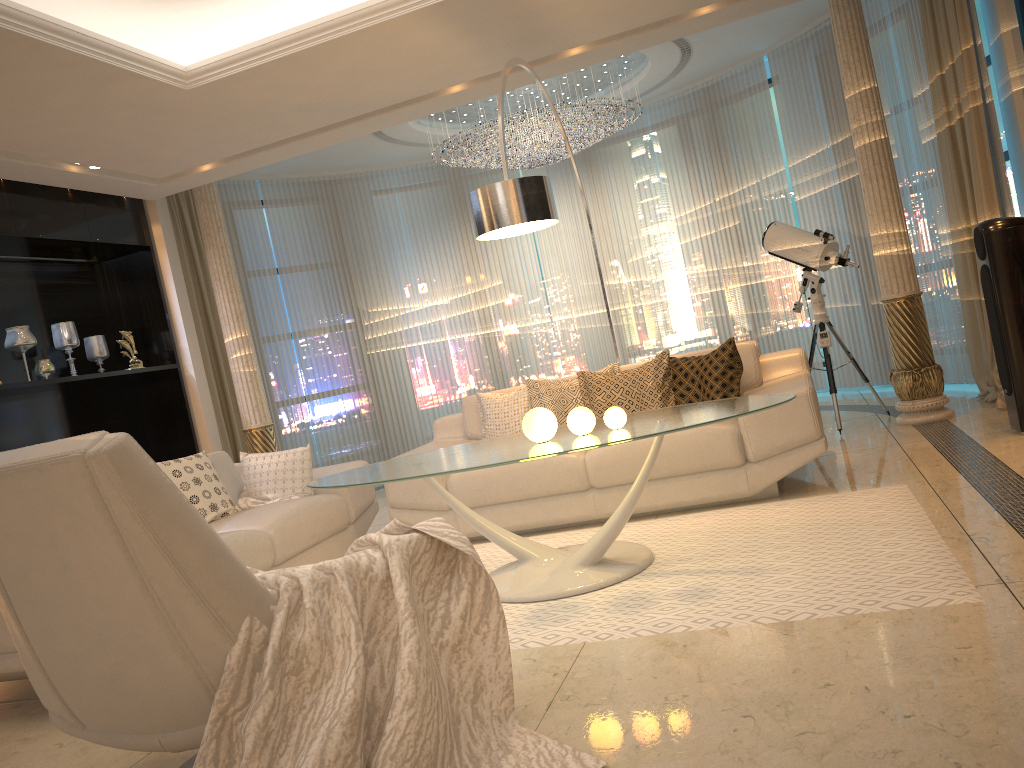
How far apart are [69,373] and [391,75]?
3.4 meters

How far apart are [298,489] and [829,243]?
3.7 meters

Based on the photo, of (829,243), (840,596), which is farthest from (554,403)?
(840,596)

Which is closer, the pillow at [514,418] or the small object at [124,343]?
the pillow at [514,418]

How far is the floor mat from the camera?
2.8m

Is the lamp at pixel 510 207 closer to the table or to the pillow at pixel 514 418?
the table

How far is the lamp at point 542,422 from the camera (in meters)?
3.55

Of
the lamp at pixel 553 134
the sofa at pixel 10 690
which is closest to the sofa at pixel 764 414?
the sofa at pixel 10 690

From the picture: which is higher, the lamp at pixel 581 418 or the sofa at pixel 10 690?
the lamp at pixel 581 418

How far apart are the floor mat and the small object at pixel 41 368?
3.31m
